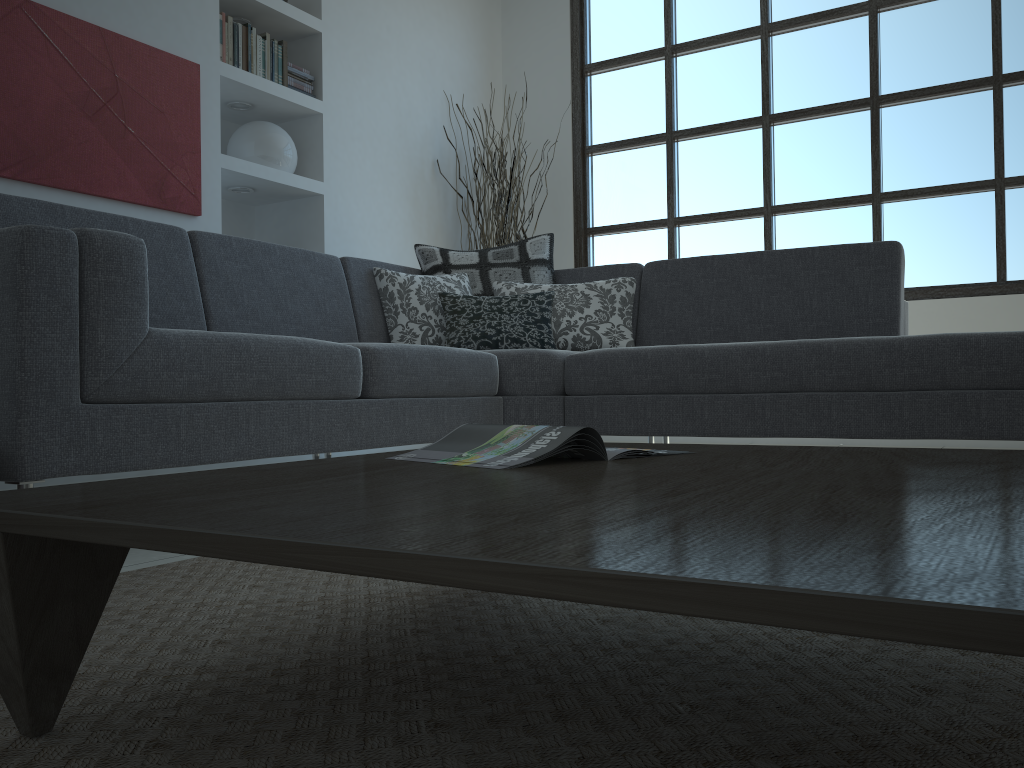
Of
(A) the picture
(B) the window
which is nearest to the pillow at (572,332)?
(A) the picture

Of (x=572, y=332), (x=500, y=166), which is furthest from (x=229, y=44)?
(x=572, y=332)

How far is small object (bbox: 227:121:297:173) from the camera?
4.26m

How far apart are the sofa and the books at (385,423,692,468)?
0.88m

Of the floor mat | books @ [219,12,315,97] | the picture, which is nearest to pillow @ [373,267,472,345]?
the picture

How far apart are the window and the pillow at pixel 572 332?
1.8 meters

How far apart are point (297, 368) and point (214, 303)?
0.8 meters

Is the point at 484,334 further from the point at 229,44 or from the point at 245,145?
the point at 229,44

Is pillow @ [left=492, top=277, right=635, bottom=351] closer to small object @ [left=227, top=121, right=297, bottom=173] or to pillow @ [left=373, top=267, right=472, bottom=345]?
pillow @ [left=373, top=267, right=472, bottom=345]

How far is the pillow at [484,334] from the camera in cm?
348
